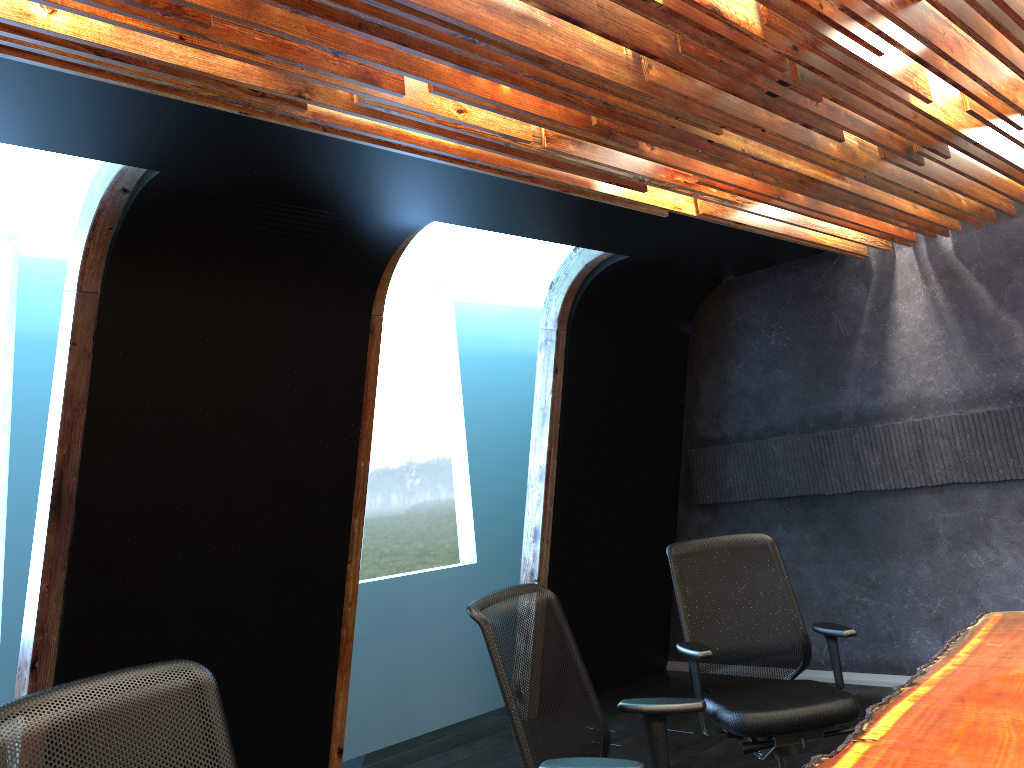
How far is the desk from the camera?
2.22m

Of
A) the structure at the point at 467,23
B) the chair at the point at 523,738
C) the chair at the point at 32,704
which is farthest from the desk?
the structure at the point at 467,23

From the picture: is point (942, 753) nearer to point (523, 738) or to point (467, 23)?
point (523, 738)

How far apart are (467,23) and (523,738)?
2.1 meters

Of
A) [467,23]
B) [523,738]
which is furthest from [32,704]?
[467,23]

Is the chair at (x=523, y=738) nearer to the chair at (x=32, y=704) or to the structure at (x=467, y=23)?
the chair at (x=32, y=704)

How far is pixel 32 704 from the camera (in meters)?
1.91

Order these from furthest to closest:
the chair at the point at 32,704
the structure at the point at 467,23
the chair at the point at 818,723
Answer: the chair at the point at 818,723
the structure at the point at 467,23
the chair at the point at 32,704

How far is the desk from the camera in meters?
2.2 m

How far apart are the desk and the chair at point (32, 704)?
1.5m
